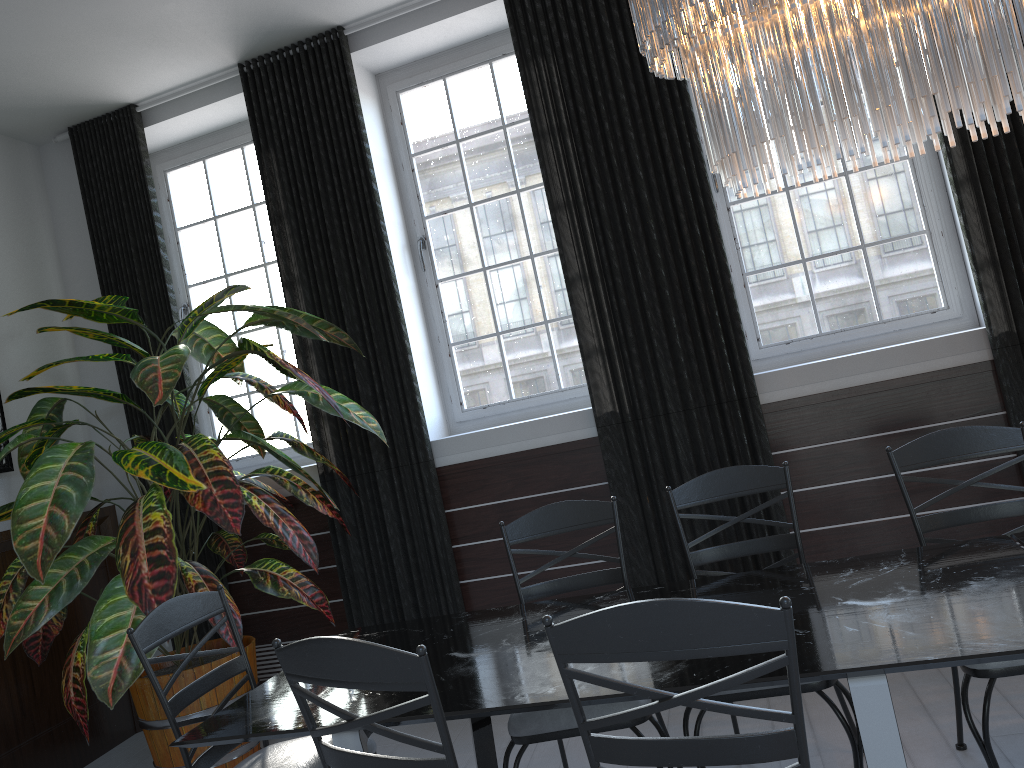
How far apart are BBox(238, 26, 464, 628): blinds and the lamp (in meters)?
2.28

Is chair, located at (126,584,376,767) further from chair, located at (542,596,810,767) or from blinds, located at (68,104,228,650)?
blinds, located at (68,104,228,650)

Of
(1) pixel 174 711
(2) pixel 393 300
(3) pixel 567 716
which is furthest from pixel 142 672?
(2) pixel 393 300

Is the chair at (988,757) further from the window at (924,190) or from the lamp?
the window at (924,190)

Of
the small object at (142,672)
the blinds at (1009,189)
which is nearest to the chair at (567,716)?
the small object at (142,672)

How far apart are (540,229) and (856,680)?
3.2m

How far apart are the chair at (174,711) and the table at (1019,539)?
1.9 meters

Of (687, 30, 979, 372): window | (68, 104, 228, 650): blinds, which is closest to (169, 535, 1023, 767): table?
(687, 30, 979, 372): window

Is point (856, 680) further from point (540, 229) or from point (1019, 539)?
point (540, 229)

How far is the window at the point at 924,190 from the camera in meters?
3.9
